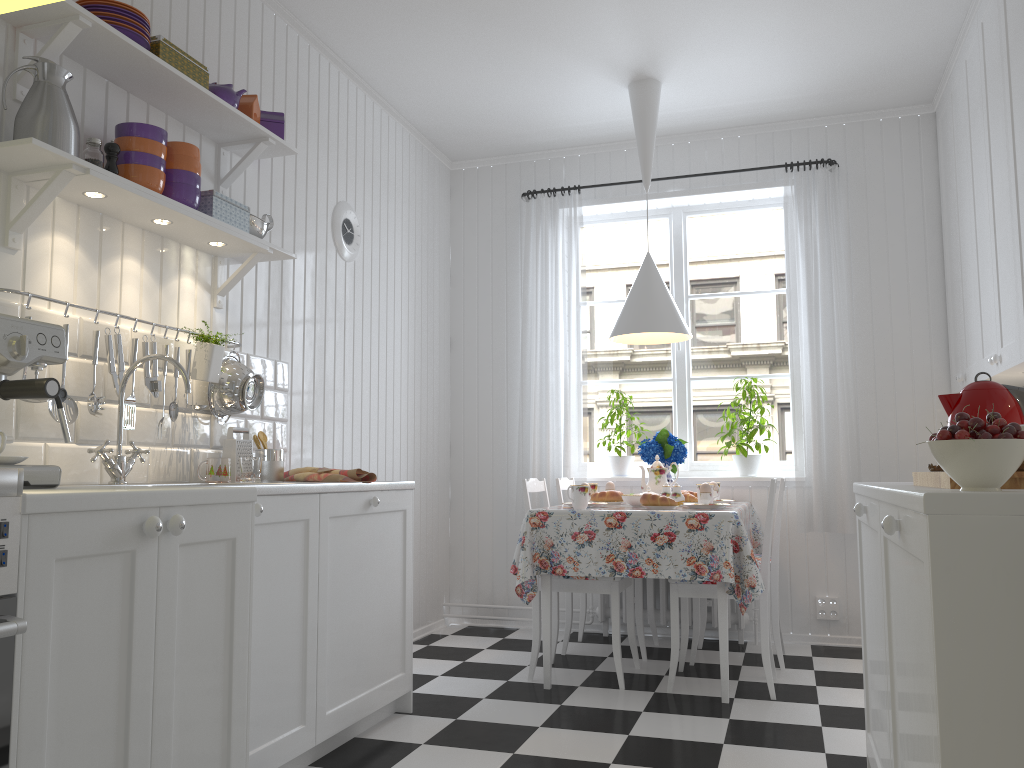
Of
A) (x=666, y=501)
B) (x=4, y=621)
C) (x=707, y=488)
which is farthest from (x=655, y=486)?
(x=4, y=621)

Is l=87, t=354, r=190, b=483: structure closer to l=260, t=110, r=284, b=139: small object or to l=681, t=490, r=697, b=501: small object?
l=260, t=110, r=284, b=139: small object

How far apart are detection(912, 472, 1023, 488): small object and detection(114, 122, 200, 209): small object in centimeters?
208cm

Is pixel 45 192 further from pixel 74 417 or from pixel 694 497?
pixel 694 497

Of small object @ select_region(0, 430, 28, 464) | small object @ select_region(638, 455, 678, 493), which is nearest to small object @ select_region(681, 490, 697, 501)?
small object @ select_region(638, 455, 678, 493)

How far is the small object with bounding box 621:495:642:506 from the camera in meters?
3.8

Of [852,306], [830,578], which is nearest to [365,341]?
[852,306]

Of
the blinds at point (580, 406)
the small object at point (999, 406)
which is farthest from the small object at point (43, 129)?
the blinds at point (580, 406)

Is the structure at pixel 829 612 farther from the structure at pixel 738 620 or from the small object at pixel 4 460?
the small object at pixel 4 460

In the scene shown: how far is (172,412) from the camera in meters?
2.7 m
